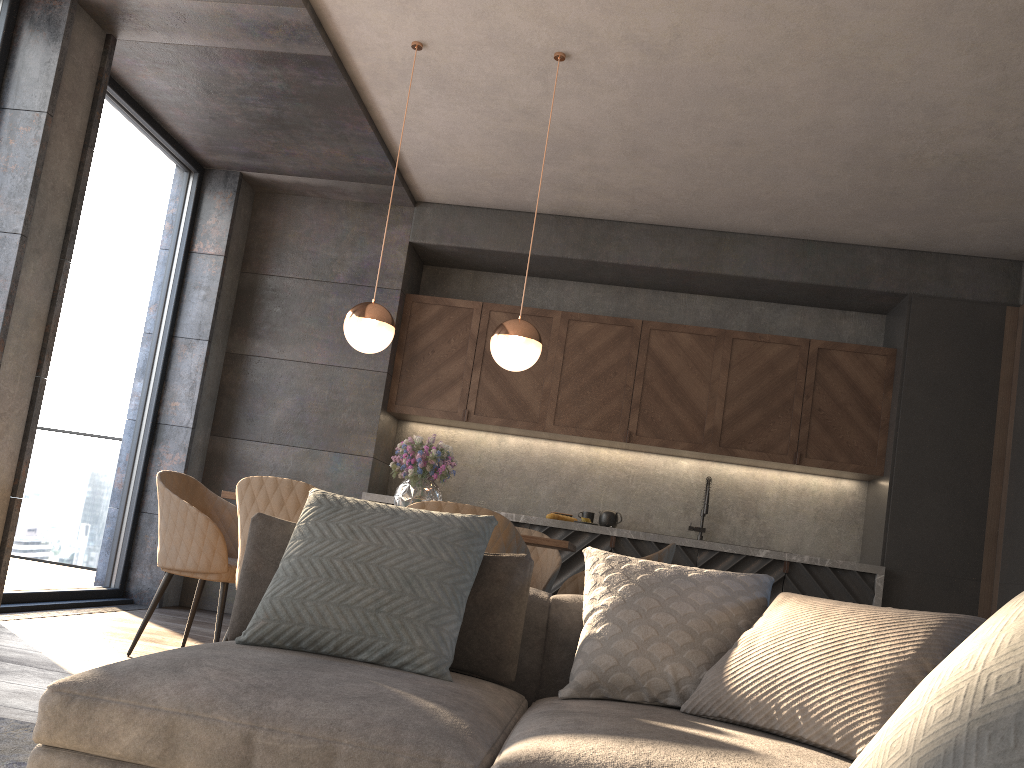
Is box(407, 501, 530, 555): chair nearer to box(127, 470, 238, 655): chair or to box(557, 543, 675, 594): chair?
box(557, 543, 675, 594): chair

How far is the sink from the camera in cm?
597

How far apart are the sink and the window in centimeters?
375cm

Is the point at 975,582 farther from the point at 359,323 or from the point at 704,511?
the point at 359,323

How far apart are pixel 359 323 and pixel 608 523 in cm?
266

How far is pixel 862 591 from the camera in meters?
5.5

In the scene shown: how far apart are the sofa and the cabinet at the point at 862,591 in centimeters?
333cm

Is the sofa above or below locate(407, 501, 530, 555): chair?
below

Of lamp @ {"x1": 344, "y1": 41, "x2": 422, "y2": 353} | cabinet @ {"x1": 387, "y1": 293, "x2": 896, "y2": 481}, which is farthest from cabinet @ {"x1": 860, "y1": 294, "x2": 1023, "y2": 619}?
lamp @ {"x1": 344, "y1": 41, "x2": 422, "y2": 353}

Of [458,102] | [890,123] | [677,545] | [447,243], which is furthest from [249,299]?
[890,123]
